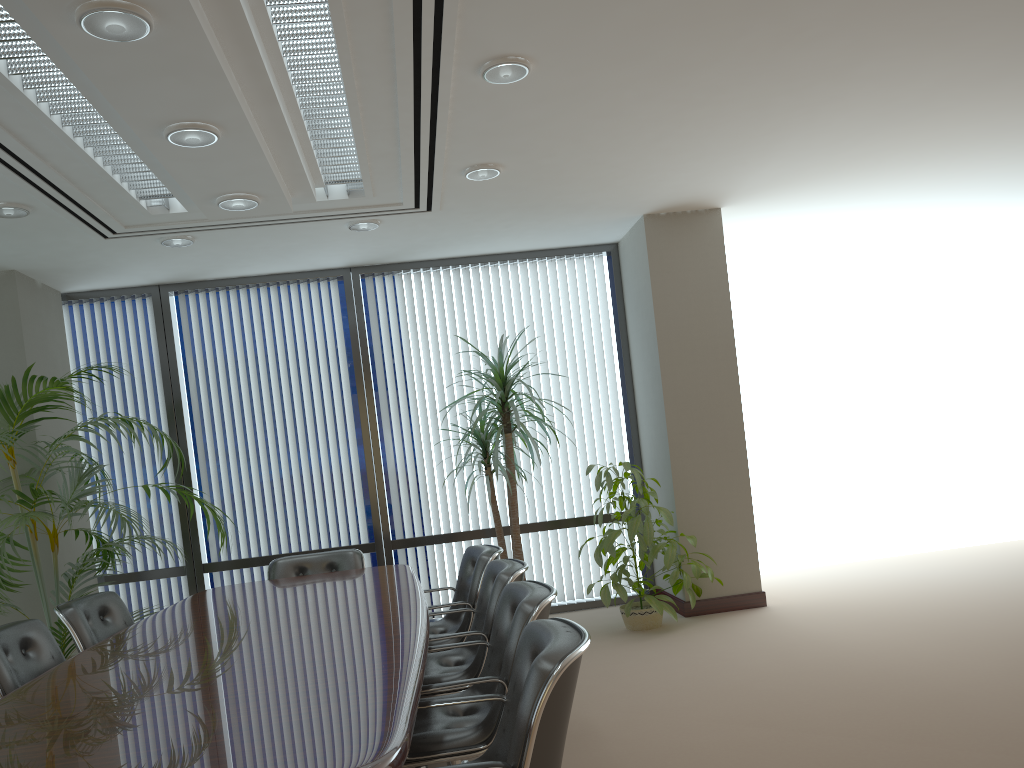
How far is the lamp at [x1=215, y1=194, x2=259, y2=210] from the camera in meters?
4.6

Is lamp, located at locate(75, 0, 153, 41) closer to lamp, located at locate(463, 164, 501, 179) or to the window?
lamp, located at locate(463, 164, 501, 179)

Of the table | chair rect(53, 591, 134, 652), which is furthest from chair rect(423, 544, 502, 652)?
chair rect(53, 591, 134, 652)

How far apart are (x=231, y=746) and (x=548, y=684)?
0.8m

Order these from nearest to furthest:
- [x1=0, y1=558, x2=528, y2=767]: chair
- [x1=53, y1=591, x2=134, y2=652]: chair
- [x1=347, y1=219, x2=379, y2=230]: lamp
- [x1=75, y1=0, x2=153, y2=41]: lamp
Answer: [x1=75, y1=0, x2=153, y2=41]: lamp → [x1=0, y1=558, x2=528, y2=767]: chair → [x1=53, y1=591, x2=134, y2=652]: chair → [x1=347, y1=219, x2=379, y2=230]: lamp

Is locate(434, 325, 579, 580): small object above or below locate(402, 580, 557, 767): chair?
above

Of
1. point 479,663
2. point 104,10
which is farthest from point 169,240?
point 479,663

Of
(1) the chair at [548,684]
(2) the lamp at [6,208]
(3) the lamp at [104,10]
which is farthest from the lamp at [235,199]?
(1) the chair at [548,684]

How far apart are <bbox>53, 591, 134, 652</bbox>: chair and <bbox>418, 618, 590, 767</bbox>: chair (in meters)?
2.59

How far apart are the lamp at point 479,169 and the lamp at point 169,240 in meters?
2.0
